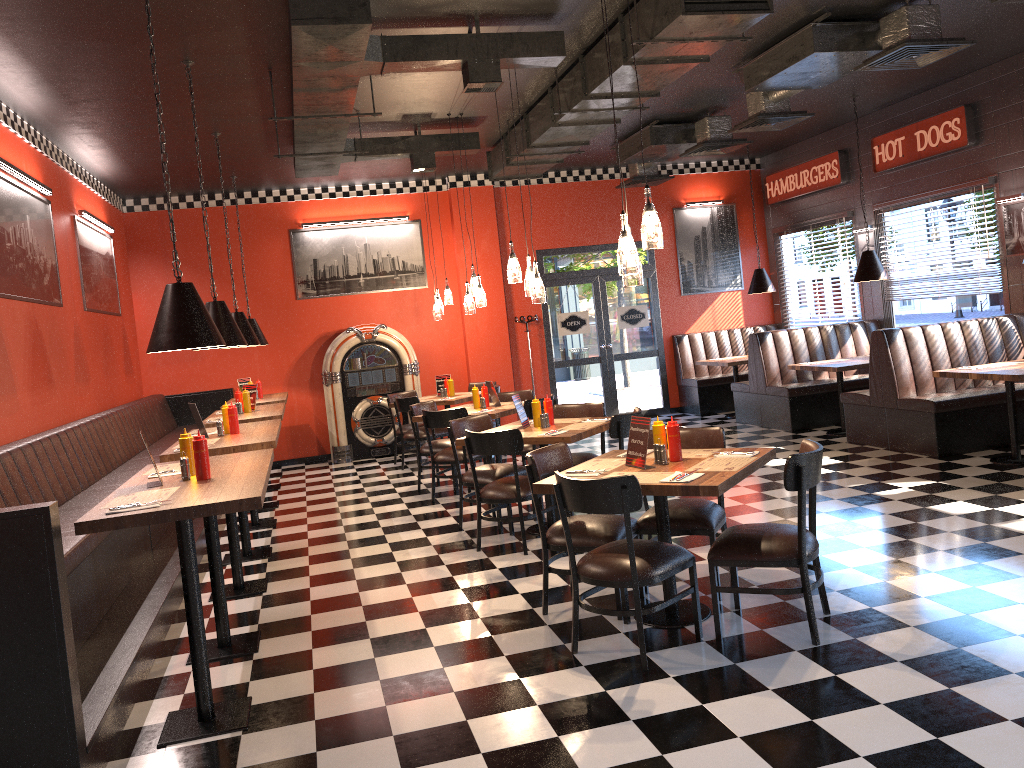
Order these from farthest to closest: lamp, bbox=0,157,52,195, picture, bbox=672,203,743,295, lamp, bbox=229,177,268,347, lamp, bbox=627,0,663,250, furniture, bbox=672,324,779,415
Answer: picture, bbox=672,203,743,295
furniture, bbox=672,324,779,415
lamp, bbox=229,177,268,347
lamp, bbox=0,157,52,195
lamp, bbox=627,0,663,250

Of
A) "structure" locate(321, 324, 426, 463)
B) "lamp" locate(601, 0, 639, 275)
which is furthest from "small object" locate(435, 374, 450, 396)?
"lamp" locate(601, 0, 639, 275)

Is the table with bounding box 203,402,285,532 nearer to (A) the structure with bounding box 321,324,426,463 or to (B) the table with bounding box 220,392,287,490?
(B) the table with bounding box 220,392,287,490

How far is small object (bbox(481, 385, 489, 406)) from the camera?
8.8 meters

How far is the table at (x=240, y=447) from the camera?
5.60m

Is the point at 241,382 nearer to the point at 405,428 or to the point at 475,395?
the point at 405,428

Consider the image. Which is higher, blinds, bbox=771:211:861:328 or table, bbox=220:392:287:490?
blinds, bbox=771:211:861:328

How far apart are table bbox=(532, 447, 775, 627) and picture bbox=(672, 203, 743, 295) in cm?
836

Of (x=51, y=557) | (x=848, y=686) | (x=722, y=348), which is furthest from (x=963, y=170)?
(x=51, y=557)

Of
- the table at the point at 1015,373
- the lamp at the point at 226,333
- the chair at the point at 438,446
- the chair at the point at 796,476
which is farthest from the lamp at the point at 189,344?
the table at the point at 1015,373
